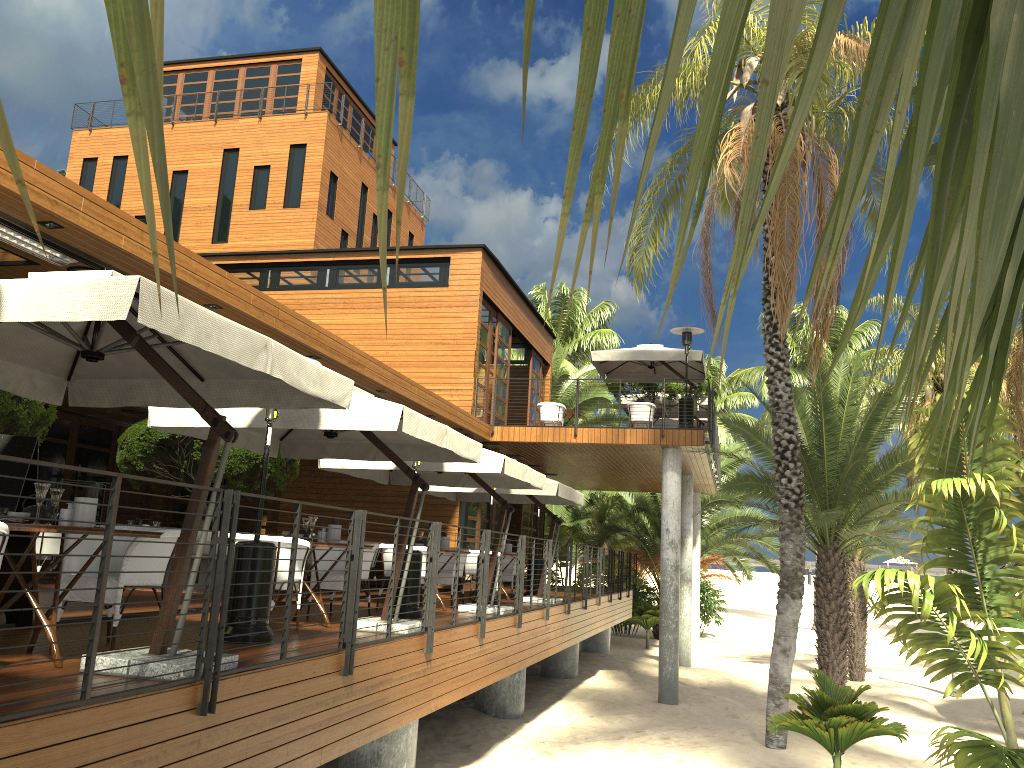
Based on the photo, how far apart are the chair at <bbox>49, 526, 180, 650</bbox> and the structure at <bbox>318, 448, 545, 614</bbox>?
4.75m

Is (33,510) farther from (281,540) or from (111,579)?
(281,540)

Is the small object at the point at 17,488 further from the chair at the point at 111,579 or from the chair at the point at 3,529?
the chair at the point at 3,529

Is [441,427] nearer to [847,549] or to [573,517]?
[847,549]

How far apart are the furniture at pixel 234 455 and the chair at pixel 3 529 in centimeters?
784cm

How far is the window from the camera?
16.72m

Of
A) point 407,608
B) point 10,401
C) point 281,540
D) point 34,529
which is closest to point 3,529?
point 34,529

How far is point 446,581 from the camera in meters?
12.0 m

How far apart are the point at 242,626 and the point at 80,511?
1.81m

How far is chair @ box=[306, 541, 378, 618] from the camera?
8.8m
